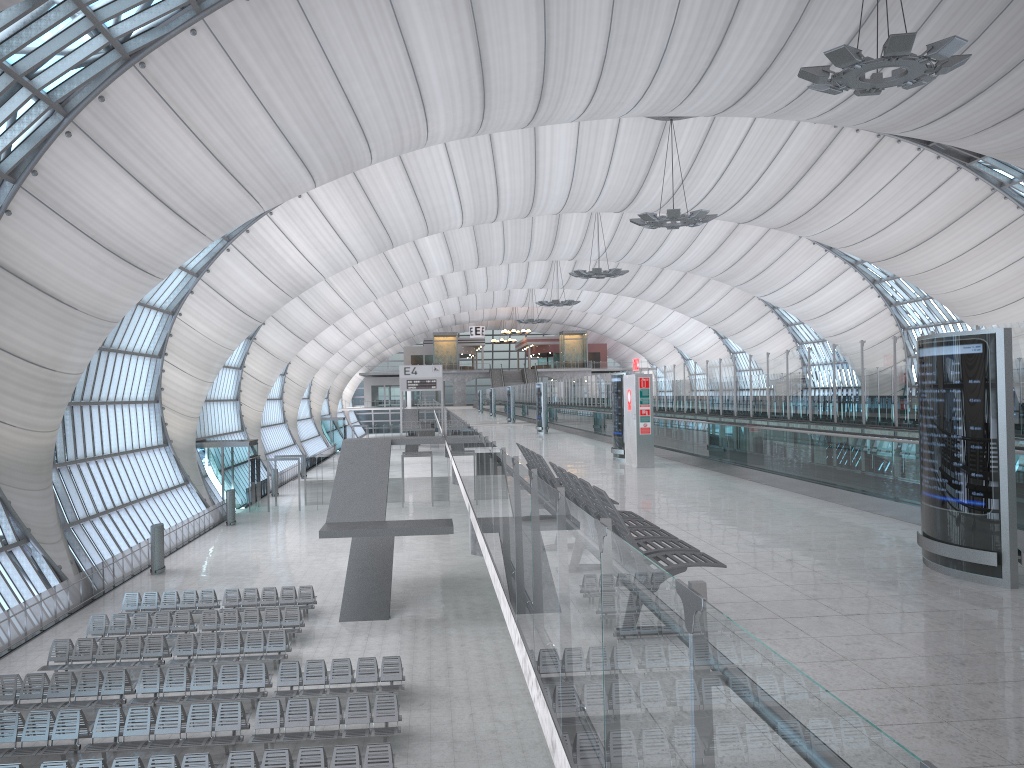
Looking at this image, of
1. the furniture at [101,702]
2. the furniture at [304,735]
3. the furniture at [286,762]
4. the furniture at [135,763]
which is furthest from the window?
the furniture at [286,762]

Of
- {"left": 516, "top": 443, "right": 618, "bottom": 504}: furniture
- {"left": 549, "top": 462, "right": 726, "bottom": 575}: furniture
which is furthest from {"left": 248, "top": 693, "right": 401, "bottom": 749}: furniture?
{"left": 549, "top": 462, "right": 726, "bottom": 575}: furniture

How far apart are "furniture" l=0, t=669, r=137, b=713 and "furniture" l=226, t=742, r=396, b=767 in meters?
5.0

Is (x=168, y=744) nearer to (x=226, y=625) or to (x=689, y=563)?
(x=226, y=625)

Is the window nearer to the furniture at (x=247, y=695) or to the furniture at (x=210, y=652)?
the furniture at (x=210, y=652)

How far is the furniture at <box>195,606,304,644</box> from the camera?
23.38m

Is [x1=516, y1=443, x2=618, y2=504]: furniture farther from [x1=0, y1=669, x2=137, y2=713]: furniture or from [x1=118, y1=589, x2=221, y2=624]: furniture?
[x1=118, y1=589, x2=221, y2=624]: furniture

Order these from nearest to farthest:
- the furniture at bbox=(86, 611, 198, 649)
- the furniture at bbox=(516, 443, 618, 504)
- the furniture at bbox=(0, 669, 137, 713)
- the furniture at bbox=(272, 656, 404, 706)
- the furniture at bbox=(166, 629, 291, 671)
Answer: the furniture at bbox=(516, 443, 618, 504)
the furniture at bbox=(0, 669, 137, 713)
the furniture at bbox=(272, 656, 404, 706)
the furniture at bbox=(166, 629, 291, 671)
the furniture at bbox=(86, 611, 198, 649)

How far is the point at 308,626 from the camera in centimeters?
2509cm

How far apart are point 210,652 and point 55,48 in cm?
1445
